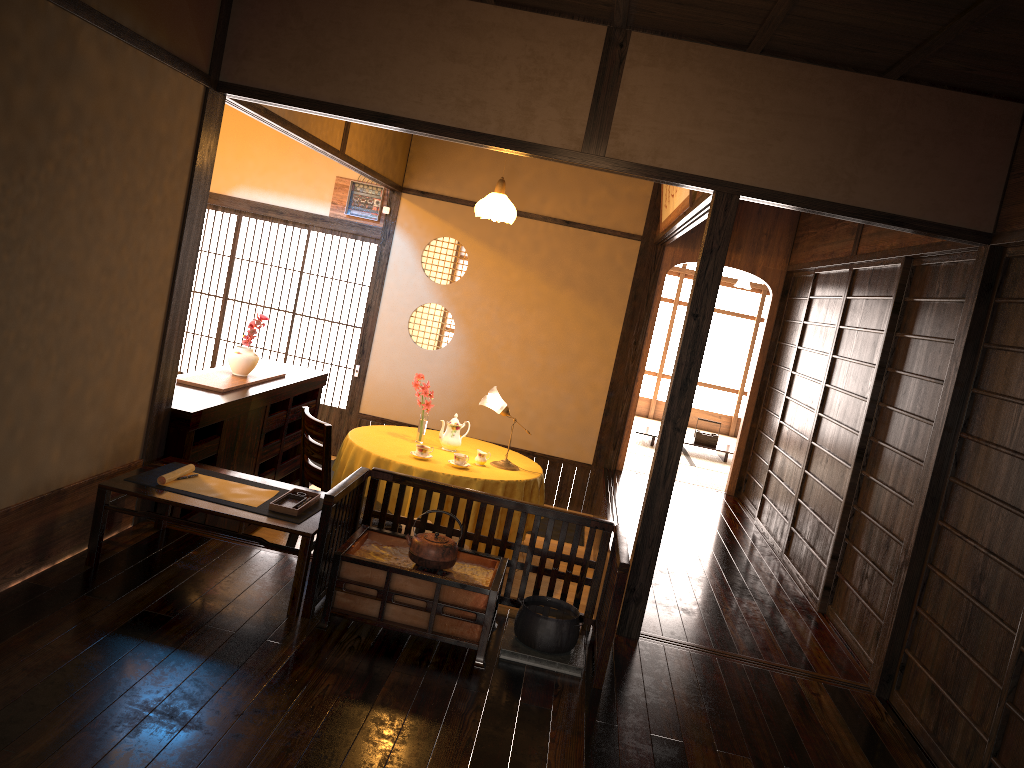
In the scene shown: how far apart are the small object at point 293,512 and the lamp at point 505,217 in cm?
261

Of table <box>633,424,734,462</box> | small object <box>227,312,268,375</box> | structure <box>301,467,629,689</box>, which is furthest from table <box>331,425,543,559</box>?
table <box>633,424,734,462</box>

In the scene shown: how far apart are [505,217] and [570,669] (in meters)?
3.58

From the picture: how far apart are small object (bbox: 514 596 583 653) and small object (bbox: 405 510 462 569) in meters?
0.3

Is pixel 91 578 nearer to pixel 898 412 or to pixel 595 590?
pixel 595 590

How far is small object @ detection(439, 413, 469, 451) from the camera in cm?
→ 587

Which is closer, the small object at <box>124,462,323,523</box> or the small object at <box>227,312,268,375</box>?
the small object at <box>124,462,323,523</box>

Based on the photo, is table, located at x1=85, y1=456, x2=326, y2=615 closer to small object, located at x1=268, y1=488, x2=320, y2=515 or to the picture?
small object, located at x1=268, y1=488, x2=320, y2=515

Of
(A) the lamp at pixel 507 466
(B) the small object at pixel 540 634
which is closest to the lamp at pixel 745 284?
(A) the lamp at pixel 507 466

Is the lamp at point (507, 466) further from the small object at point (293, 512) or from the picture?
the small object at point (293, 512)
